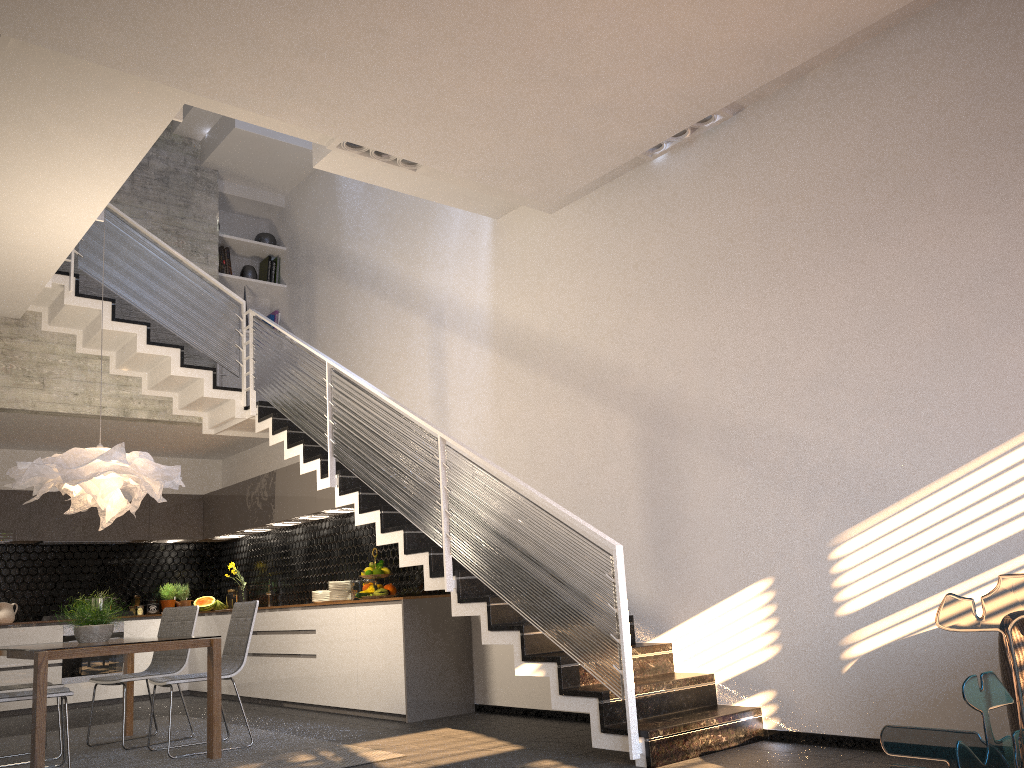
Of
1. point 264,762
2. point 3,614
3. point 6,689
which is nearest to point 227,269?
point 3,614

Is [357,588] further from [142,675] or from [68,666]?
[68,666]

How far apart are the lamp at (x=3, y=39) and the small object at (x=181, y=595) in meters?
7.2 m

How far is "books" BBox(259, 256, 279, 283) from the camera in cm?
1002

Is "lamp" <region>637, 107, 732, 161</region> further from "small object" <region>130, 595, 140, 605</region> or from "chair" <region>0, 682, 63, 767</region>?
"small object" <region>130, 595, 140, 605</region>

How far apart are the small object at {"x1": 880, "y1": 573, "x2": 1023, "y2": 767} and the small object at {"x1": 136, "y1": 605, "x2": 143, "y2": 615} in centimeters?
982cm

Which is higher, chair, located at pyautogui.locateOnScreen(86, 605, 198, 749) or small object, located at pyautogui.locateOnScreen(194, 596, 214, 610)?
small object, located at pyautogui.locateOnScreen(194, 596, 214, 610)

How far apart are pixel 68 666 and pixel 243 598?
1.8m

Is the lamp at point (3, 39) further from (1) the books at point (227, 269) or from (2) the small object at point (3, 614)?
(2) the small object at point (3, 614)

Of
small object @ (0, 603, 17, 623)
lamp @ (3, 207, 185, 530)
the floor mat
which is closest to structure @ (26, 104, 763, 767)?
the floor mat
